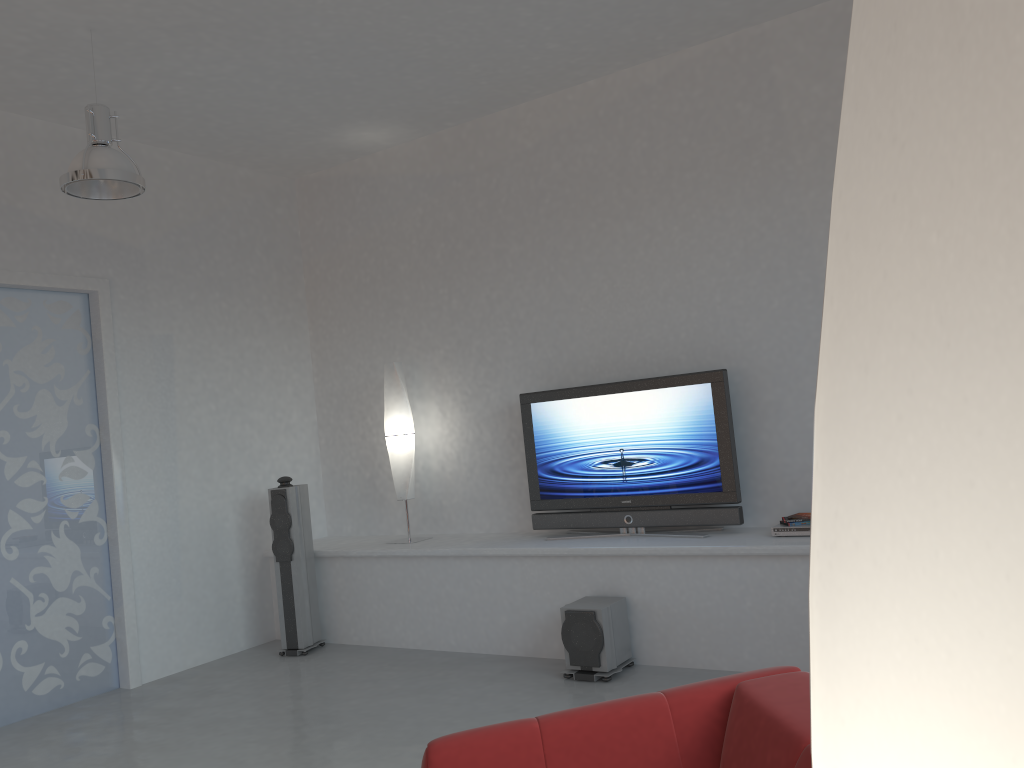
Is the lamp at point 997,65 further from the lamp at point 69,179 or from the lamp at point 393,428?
the lamp at point 393,428

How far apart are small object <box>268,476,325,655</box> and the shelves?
0.1 meters

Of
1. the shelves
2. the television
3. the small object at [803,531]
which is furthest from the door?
the small object at [803,531]

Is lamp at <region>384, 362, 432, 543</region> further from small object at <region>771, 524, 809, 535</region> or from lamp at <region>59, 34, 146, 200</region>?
small object at <region>771, 524, 809, 535</region>

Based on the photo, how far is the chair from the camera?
1.82m

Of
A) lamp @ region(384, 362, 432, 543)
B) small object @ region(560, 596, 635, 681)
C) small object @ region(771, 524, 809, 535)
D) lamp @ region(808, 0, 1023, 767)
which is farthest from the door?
lamp @ region(808, 0, 1023, 767)

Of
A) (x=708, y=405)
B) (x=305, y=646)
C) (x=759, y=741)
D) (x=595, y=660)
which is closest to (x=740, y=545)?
(x=708, y=405)

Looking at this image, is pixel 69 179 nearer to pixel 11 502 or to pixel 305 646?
pixel 11 502

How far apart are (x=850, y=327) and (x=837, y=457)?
0.1 meters

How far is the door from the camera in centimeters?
507cm
